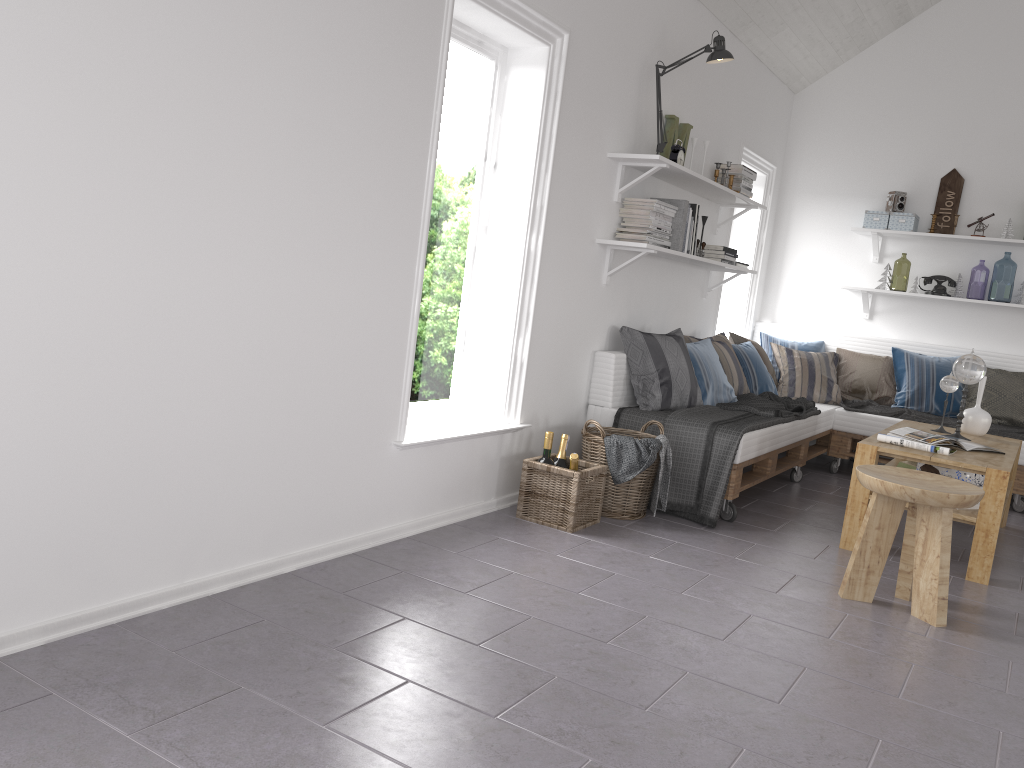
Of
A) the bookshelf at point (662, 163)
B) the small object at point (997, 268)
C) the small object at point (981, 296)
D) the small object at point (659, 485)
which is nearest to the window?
the bookshelf at point (662, 163)

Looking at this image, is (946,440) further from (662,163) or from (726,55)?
(726,55)

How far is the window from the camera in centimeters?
364cm

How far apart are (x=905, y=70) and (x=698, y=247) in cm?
253

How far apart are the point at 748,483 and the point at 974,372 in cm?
128

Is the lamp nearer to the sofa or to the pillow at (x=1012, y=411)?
the sofa

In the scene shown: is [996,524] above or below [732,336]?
below

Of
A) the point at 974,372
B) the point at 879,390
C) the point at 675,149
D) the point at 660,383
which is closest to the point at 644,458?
the point at 660,383

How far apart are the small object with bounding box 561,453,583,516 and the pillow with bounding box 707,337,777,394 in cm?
228

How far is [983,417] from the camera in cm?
471
